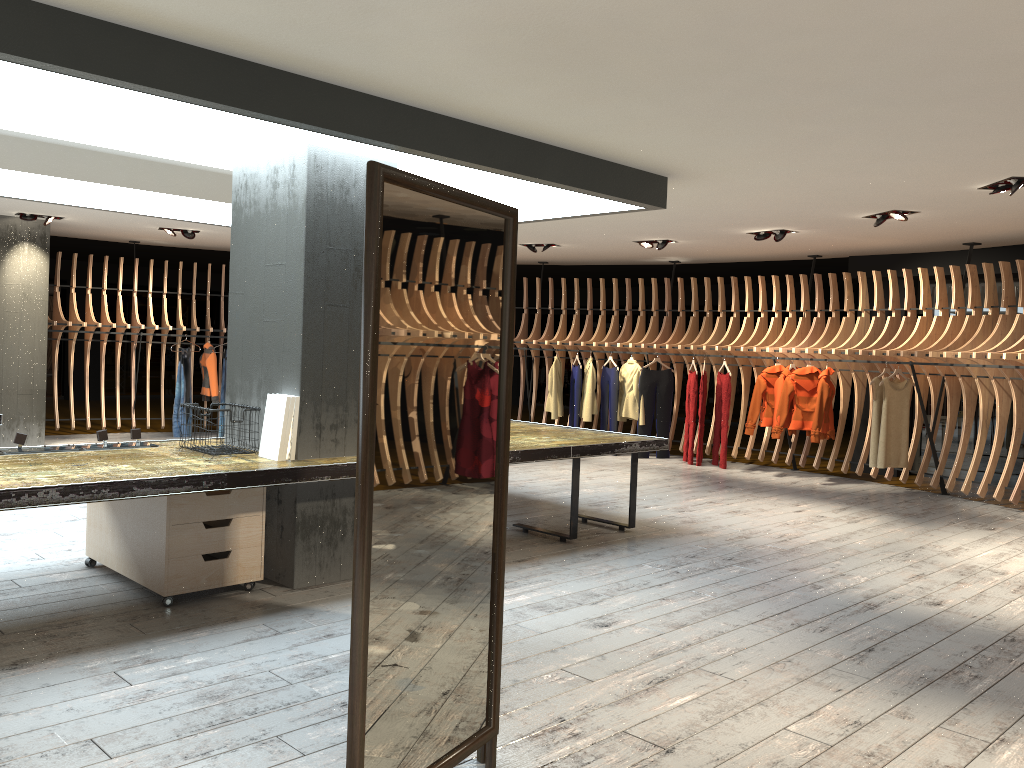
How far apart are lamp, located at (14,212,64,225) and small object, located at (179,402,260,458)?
6.72m

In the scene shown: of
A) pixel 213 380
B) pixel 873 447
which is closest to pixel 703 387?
pixel 873 447

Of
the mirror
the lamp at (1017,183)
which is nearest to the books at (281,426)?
the mirror

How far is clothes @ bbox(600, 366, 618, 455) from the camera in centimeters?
1221cm

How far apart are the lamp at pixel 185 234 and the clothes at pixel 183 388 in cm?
189

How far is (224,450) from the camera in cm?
500

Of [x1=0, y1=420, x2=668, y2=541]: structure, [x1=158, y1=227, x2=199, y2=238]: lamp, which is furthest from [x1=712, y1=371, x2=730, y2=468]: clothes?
[x1=158, y1=227, x2=199, y2=238]: lamp

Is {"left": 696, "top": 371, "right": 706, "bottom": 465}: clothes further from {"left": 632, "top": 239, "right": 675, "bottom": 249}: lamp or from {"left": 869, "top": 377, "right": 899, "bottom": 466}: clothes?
{"left": 869, "top": 377, "right": 899, "bottom": 466}: clothes

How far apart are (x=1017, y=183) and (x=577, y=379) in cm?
678

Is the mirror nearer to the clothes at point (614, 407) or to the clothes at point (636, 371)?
the clothes at point (636, 371)
